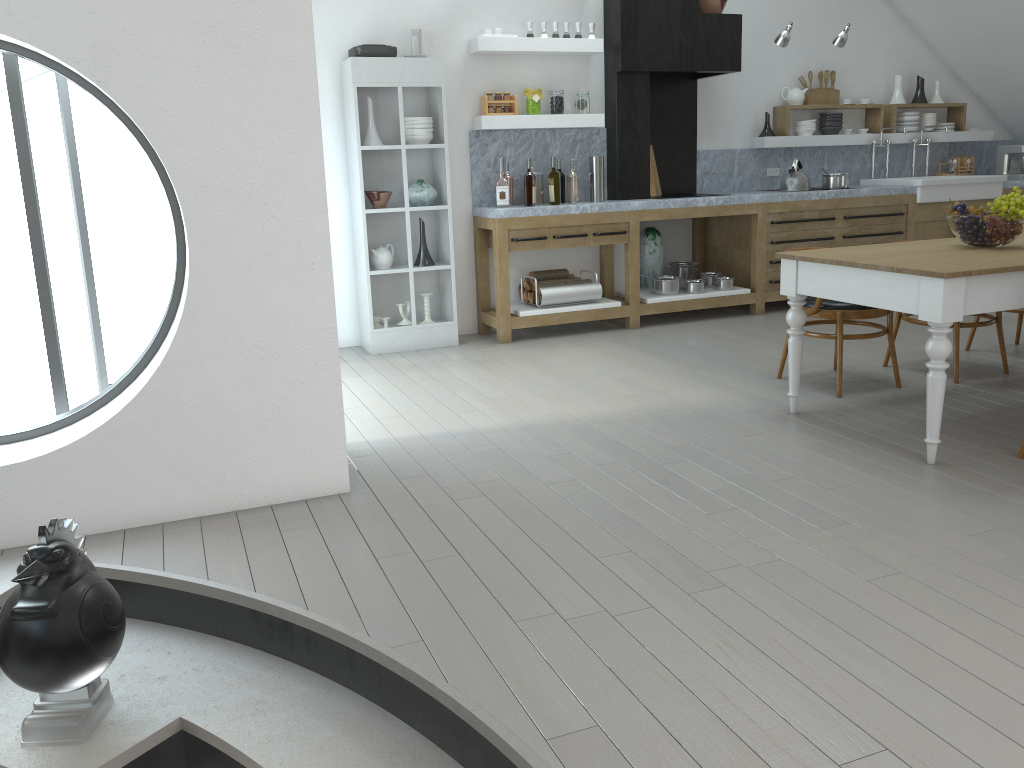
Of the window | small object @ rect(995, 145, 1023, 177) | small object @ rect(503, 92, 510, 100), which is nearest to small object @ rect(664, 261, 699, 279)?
small object @ rect(503, 92, 510, 100)

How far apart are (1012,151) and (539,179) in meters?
5.1 m

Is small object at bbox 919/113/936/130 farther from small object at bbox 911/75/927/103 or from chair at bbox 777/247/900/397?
chair at bbox 777/247/900/397

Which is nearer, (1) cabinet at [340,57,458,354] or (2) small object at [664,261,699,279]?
(1) cabinet at [340,57,458,354]

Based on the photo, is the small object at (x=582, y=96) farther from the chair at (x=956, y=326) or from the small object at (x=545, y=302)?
the chair at (x=956, y=326)

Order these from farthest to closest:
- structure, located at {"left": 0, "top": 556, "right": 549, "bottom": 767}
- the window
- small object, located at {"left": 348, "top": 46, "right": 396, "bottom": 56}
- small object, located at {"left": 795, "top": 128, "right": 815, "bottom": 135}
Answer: the window < small object, located at {"left": 795, "top": 128, "right": 815, "bottom": 135} < small object, located at {"left": 348, "top": 46, "right": 396, "bottom": 56} < structure, located at {"left": 0, "top": 556, "right": 549, "bottom": 767}

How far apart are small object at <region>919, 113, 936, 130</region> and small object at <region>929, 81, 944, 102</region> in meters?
0.2

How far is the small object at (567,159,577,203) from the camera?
6.6 meters

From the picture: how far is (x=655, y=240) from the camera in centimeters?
730cm

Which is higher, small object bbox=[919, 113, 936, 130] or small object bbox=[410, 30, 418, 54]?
small object bbox=[410, 30, 418, 54]
